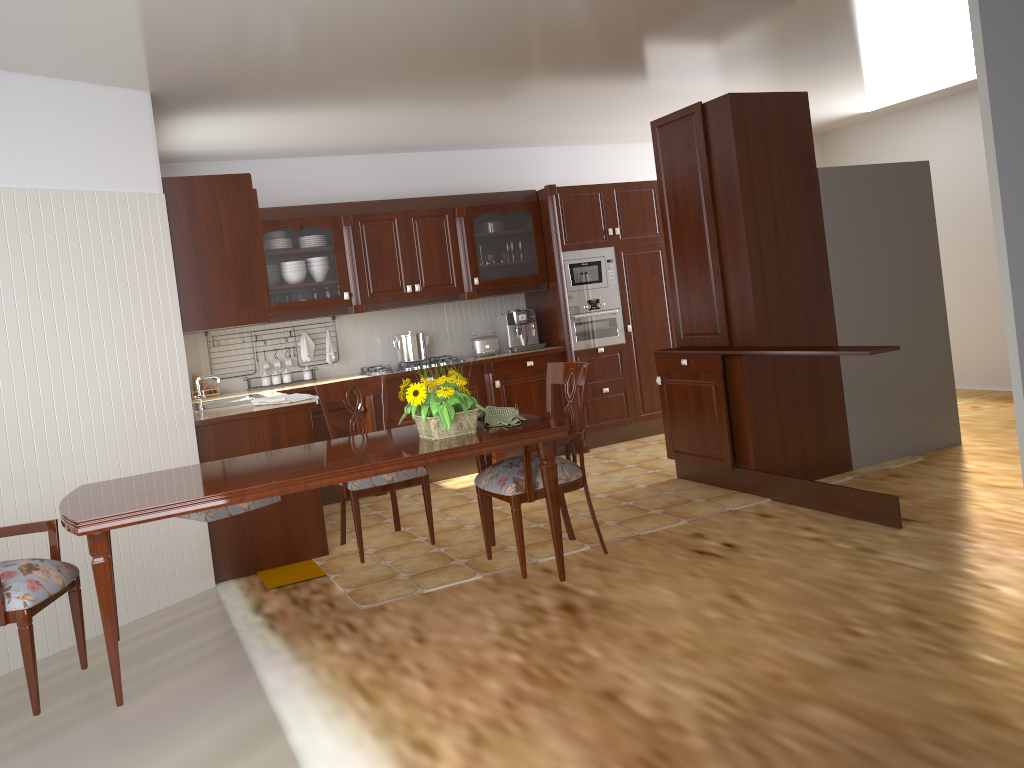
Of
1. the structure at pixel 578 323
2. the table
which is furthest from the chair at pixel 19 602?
the structure at pixel 578 323

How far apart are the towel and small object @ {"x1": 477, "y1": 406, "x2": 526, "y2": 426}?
1.6 meters

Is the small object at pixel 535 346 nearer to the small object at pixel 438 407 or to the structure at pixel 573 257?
the structure at pixel 573 257

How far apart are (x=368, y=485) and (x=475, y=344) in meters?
3.0

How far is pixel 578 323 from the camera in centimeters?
676cm

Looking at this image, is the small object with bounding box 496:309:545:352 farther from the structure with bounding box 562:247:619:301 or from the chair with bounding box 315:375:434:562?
the chair with bounding box 315:375:434:562

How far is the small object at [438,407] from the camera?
3.13m

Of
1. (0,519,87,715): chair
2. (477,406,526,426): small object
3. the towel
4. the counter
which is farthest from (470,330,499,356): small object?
(0,519,87,715): chair

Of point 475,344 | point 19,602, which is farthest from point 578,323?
point 19,602

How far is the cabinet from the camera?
4.4 meters
